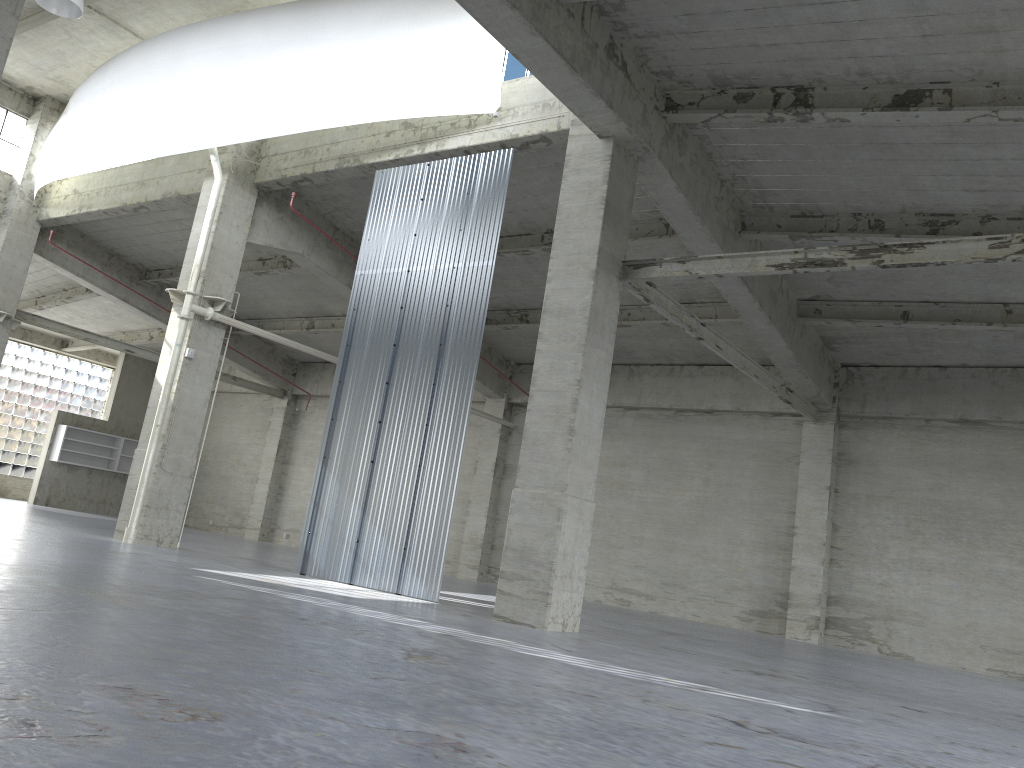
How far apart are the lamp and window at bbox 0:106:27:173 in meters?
13.5

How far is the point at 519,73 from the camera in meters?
21.4 m

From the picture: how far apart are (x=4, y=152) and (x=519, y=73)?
22.6m

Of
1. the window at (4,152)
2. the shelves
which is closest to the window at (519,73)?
the window at (4,152)

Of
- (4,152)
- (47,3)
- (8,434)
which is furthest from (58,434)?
(47,3)

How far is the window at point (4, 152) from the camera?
33.23m

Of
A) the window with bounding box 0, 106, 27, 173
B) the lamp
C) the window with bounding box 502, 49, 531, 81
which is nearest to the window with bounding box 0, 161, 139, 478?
the window with bounding box 0, 106, 27, 173

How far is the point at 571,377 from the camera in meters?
16.8 m

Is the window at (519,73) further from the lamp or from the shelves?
the shelves

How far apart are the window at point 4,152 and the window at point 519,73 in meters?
22.1 m
